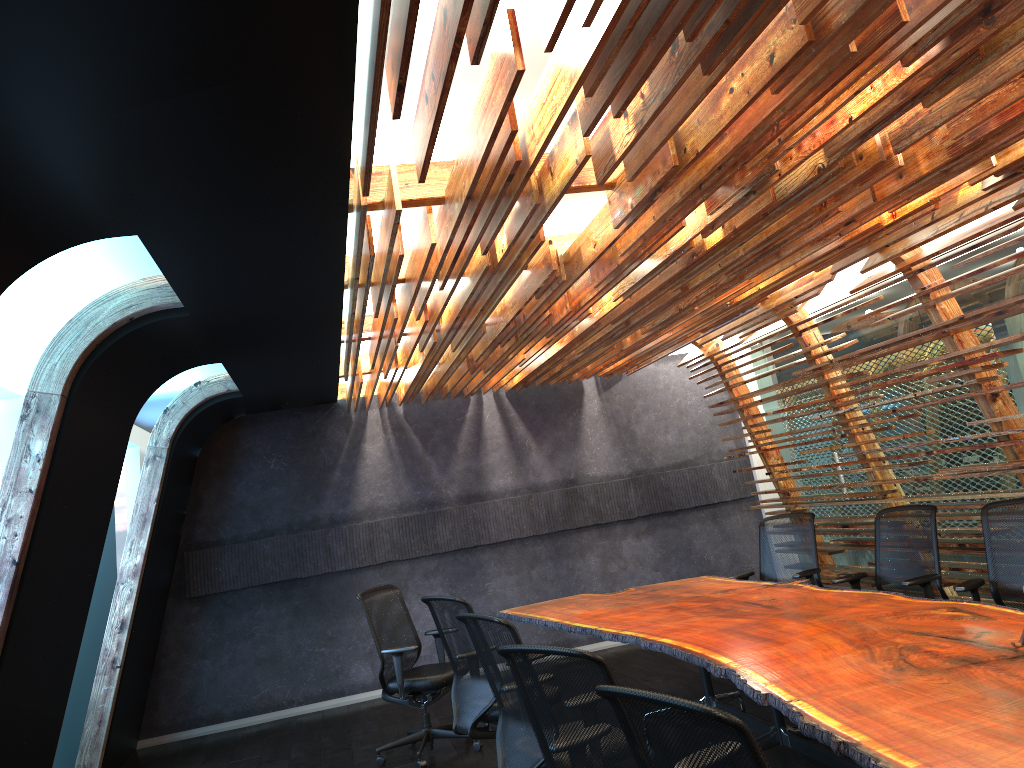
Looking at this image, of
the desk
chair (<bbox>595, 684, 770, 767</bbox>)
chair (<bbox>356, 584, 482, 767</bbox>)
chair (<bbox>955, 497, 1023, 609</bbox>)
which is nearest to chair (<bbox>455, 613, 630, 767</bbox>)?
the desk

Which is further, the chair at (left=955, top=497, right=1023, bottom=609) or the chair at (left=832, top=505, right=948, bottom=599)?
the chair at (left=832, top=505, right=948, bottom=599)

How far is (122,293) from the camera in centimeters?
492cm

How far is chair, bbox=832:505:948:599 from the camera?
5.9m

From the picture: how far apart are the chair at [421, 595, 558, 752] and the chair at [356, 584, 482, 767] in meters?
0.8 m

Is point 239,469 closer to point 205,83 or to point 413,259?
point 413,259

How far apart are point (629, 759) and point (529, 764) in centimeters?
135cm

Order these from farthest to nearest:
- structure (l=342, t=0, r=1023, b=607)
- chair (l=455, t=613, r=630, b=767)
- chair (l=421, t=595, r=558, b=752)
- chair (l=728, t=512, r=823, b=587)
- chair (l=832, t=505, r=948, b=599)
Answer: chair (l=728, t=512, r=823, b=587) < chair (l=832, t=505, r=948, b=599) < chair (l=421, t=595, r=558, b=752) < chair (l=455, t=613, r=630, b=767) < structure (l=342, t=0, r=1023, b=607)

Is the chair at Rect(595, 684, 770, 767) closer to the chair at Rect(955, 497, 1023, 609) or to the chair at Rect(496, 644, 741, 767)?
the chair at Rect(496, 644, 741, 767)

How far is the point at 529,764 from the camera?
4.3m
